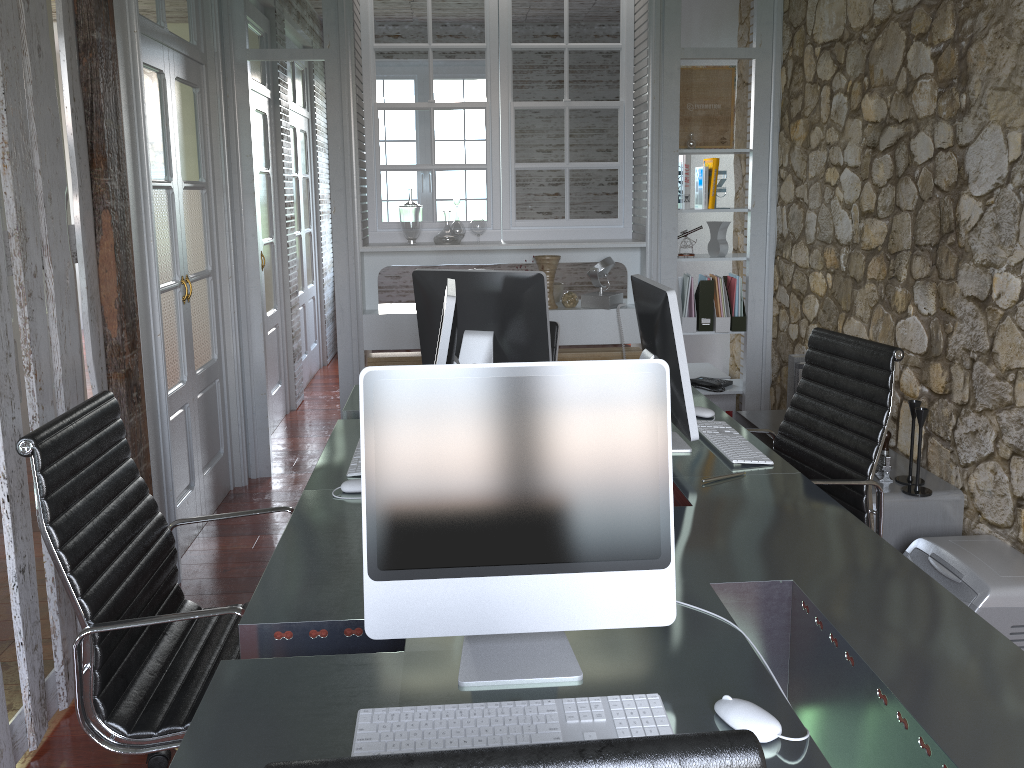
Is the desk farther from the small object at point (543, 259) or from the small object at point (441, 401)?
the small object at point (543, 259)

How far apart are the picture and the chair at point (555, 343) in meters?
1.5

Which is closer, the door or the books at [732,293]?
the books at [732,293]

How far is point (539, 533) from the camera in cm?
139

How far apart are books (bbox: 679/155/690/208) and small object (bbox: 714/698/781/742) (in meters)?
3.71

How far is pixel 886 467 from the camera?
3.10m

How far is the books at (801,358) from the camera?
3.5 meters

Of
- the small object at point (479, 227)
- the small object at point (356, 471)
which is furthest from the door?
the small object at point (356, 471)

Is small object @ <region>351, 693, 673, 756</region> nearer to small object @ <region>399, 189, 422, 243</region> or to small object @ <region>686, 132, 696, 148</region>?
small object @ <region>399, 189, 422, 243</region>

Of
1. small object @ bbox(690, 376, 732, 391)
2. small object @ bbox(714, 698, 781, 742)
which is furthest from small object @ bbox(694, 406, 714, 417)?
small object @ bbox(690, 376, 732, 391)
